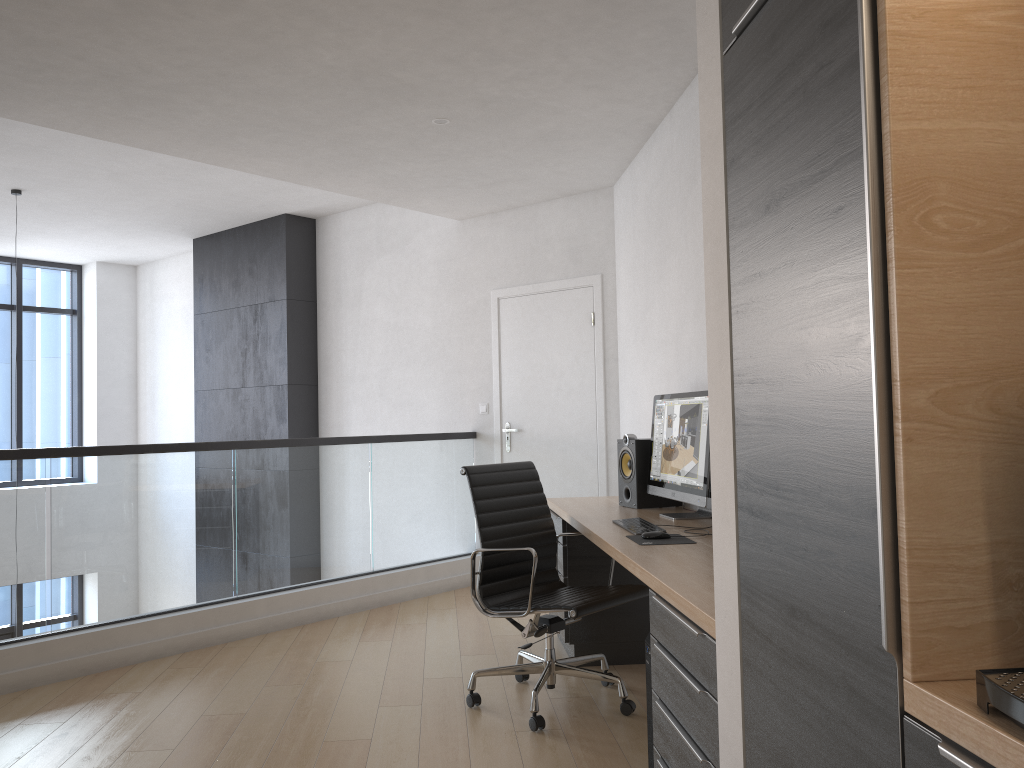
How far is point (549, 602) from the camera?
3.5 meters

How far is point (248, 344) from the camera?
8.0m

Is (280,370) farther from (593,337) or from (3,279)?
(3,279)

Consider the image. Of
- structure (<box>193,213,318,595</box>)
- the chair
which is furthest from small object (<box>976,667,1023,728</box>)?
structure (<box>193,213,318,595</box>)

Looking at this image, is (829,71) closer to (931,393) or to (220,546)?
(931,393)

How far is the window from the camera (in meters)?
9.33

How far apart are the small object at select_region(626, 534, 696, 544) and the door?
2.7 meters

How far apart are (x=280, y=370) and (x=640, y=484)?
4.4 meters

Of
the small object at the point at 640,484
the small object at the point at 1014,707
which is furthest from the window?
the small object at the point at 1014,707

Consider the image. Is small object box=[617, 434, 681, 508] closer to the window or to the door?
the door
